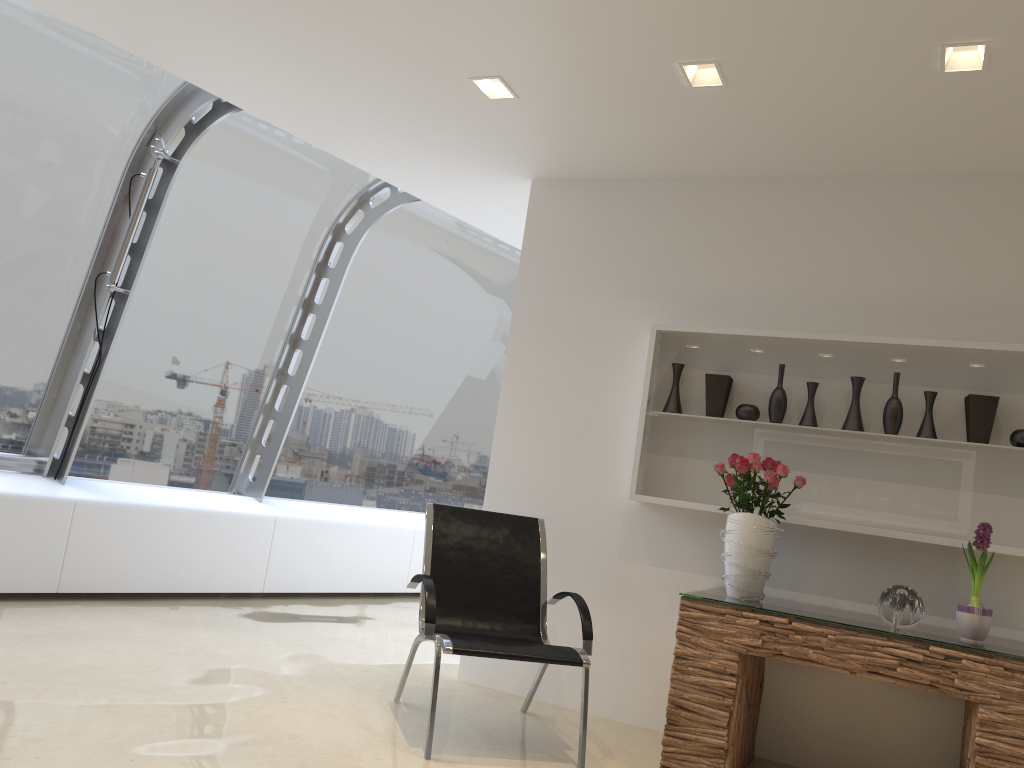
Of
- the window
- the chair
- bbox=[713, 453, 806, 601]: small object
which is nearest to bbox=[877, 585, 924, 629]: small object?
bbox=[713, 453, 806, 601]: small object

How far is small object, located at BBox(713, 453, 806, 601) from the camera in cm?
383

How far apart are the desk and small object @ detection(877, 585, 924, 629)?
0.0m

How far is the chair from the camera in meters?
3.7

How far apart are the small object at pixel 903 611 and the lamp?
2.0 meters

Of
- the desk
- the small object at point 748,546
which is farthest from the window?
the desk

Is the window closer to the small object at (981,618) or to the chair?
the chair

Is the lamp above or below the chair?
above

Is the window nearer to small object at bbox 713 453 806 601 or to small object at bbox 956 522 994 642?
small object at bbox 713 453 806 601

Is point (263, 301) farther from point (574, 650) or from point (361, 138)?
point (574, 650)
